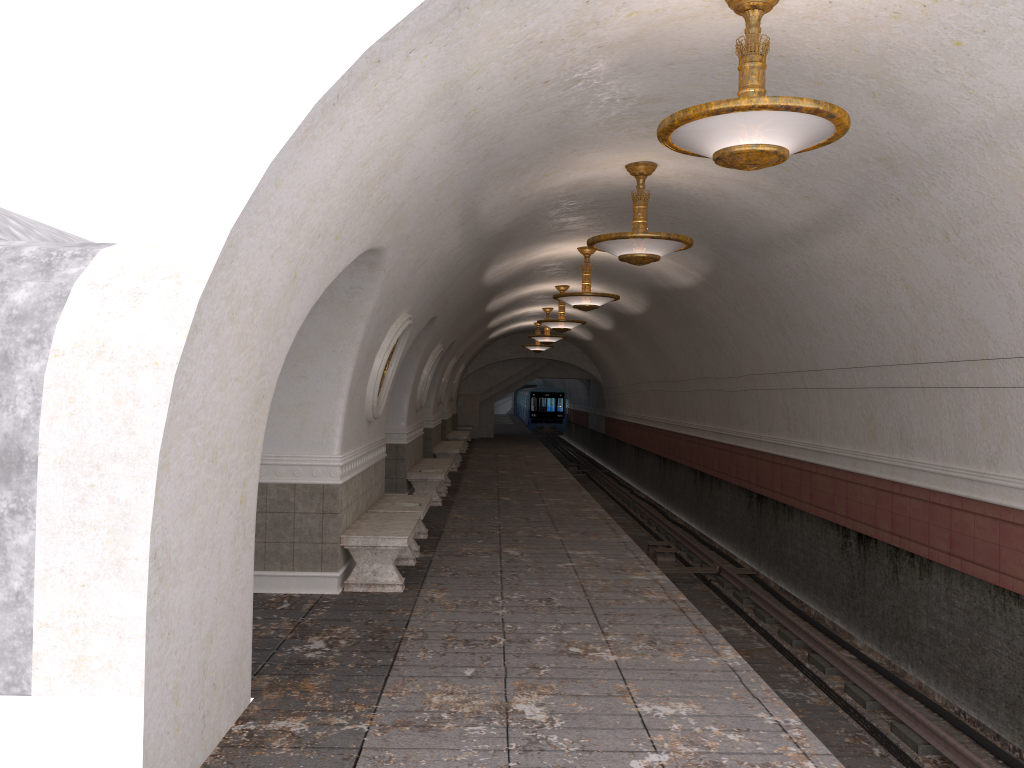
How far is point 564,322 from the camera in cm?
1774

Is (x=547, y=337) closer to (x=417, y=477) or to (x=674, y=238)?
(x=417, y=477)

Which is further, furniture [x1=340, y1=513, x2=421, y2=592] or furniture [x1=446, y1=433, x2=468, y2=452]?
furniture [x1=446, y1=433, x2=468, y2=452]

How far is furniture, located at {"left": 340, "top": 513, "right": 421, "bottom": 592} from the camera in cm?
795

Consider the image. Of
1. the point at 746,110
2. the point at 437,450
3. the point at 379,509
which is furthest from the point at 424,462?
the point at 746,110

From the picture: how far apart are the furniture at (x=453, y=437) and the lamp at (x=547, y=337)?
4.7 meters

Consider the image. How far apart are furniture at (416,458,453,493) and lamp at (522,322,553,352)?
11.07m

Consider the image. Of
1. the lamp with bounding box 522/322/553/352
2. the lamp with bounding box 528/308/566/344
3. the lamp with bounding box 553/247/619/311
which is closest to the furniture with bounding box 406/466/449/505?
the lamp with bounding box 553/247/619/311

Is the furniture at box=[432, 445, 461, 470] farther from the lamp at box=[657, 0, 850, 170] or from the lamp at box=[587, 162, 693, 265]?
the lamp at box=[657, 0, 850, 170]

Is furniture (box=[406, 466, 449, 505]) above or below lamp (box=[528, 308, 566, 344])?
below
